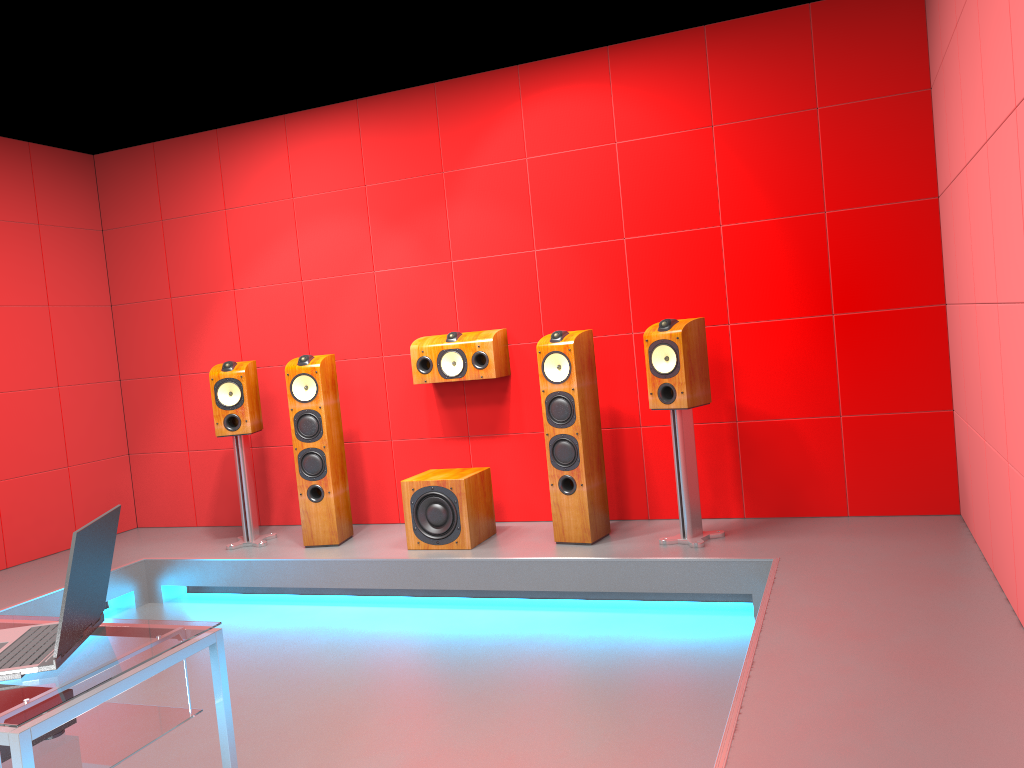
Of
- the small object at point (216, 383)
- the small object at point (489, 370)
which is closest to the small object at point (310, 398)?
the small object at point (216, 383)

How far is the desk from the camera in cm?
164

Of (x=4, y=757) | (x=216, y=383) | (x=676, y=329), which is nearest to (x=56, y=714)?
(x=4, y=757)

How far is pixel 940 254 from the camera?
4.15m

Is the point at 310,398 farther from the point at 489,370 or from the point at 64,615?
the point at 64,615

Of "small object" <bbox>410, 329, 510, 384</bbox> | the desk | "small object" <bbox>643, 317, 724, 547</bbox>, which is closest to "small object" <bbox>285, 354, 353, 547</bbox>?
"small object" <bbox>410, 329, 510, 384</bbox>

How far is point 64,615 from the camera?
1.83m

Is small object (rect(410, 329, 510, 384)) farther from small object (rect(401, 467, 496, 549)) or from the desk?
the desk

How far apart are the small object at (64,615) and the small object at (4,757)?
0.19m

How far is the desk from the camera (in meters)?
1.64
